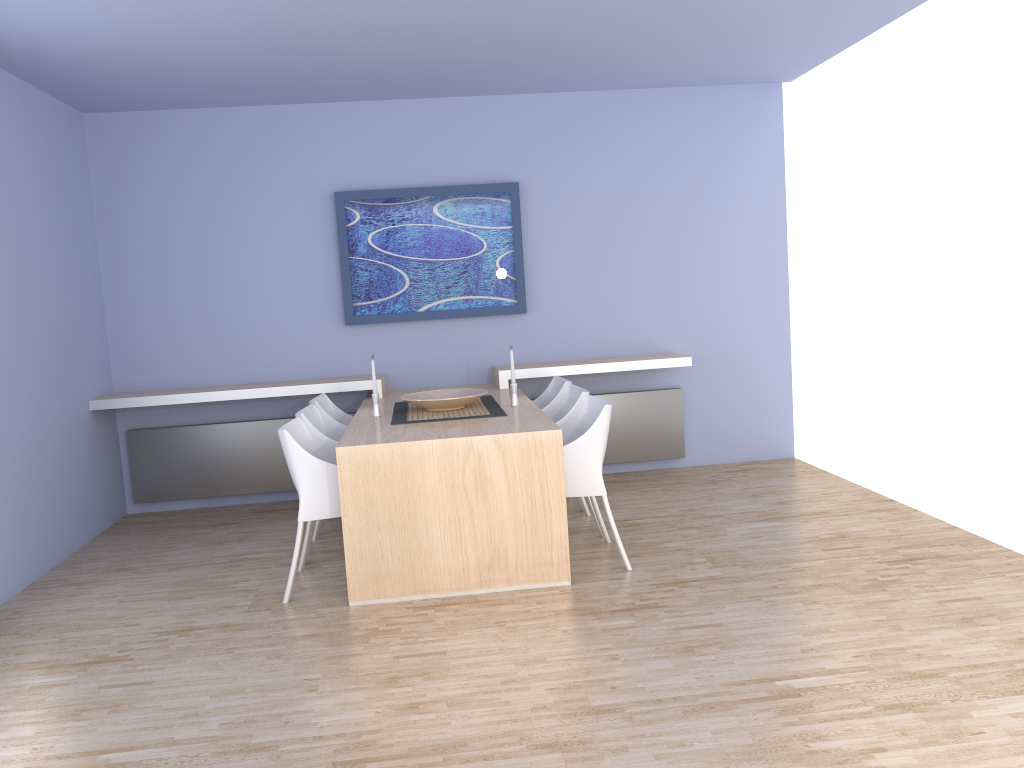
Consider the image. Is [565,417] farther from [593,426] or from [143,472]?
[143,472]

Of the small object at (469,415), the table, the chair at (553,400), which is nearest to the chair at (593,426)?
the table

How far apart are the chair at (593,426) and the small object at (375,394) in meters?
1.0 m

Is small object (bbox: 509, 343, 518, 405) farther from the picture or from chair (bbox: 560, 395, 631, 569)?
the picture

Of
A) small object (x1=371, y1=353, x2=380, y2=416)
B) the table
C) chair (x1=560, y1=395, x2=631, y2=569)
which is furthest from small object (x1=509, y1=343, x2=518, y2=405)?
small object (x1=371, y1=353, x2=380, y2=416)

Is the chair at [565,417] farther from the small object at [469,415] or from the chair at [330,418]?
the chair at [330,418]

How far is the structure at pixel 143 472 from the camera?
6.0 meters

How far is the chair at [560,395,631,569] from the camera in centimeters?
415cm

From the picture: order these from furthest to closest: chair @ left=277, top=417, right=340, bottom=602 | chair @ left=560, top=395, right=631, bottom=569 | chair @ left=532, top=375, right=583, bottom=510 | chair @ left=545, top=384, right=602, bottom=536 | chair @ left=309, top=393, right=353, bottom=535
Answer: chair @ left=532, top=375, right=583, bottom=510, chair @ left=309, top=393, right=353, bottom=535, chair @ left=545, top=384, right=602, bottom=536, chair @ left=560, top=395, right=631, bottom=569, chair @ left=277, top=417, right=340, bottom=602

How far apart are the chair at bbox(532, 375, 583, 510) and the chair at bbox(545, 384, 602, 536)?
0.1 meters
